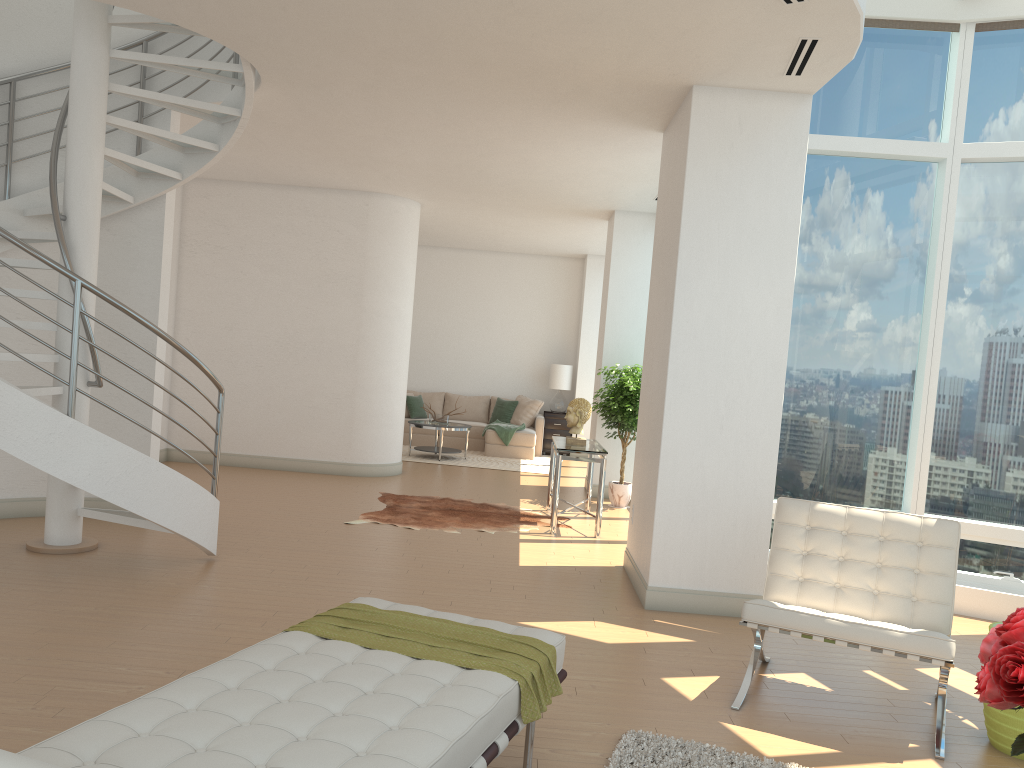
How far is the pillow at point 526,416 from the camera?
14.6 meters

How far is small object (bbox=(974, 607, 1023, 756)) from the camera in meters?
2.0 m

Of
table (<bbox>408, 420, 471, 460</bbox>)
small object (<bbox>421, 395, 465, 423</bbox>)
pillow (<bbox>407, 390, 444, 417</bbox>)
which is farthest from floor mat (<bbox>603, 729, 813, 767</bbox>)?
pillow (<bbox>407, 390, 444, 417</bbox>)

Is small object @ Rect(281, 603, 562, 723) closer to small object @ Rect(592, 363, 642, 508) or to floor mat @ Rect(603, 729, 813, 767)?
floor mat @ Rect(603, 729, 813, 767)

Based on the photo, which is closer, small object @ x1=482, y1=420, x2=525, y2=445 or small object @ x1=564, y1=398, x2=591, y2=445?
small object @ x1=564, y1=398, x2=591, y2=445

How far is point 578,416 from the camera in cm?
847

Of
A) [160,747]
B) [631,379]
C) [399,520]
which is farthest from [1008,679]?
[631,379]

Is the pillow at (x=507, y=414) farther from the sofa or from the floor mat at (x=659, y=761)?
the floor mat at (x=659, y=761)

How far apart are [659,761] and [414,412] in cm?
1139

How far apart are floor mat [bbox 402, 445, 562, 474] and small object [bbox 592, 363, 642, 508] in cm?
275
